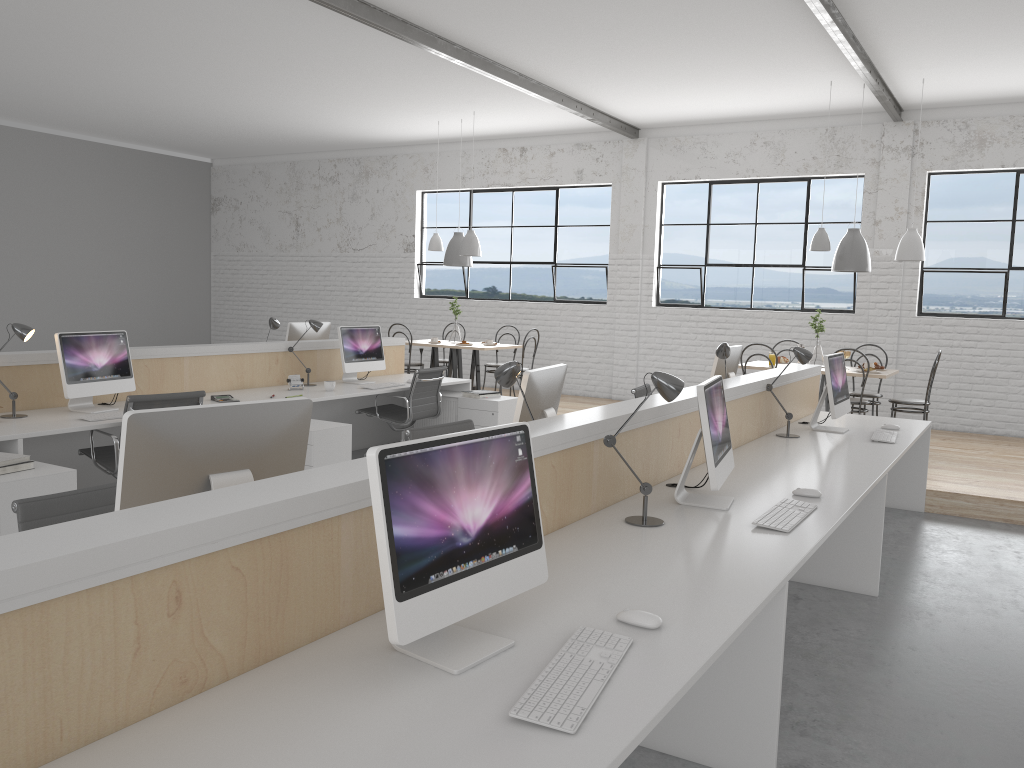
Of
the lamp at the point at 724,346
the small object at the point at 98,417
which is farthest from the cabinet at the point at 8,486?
the lamp at the point at 724,346

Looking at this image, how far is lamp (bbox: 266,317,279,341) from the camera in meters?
5.6 m

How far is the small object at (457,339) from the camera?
7.8 meters

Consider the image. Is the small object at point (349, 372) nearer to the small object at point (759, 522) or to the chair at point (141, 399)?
the chair at point (141, 399)

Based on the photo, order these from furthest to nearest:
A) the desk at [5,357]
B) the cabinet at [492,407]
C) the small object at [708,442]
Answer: the cabinet at [492,407] < the desk at [5,357] < the small object at [708,442]

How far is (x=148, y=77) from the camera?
6.8m

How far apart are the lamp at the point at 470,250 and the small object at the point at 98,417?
4.00m

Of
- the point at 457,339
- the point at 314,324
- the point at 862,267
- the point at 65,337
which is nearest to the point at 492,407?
the point at 314,324

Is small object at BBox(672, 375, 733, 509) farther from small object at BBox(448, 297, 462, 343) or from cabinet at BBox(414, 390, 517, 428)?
small object at BBox(448, 297, 462, 343)

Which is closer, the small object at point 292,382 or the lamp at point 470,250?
the small object at point 292,382
